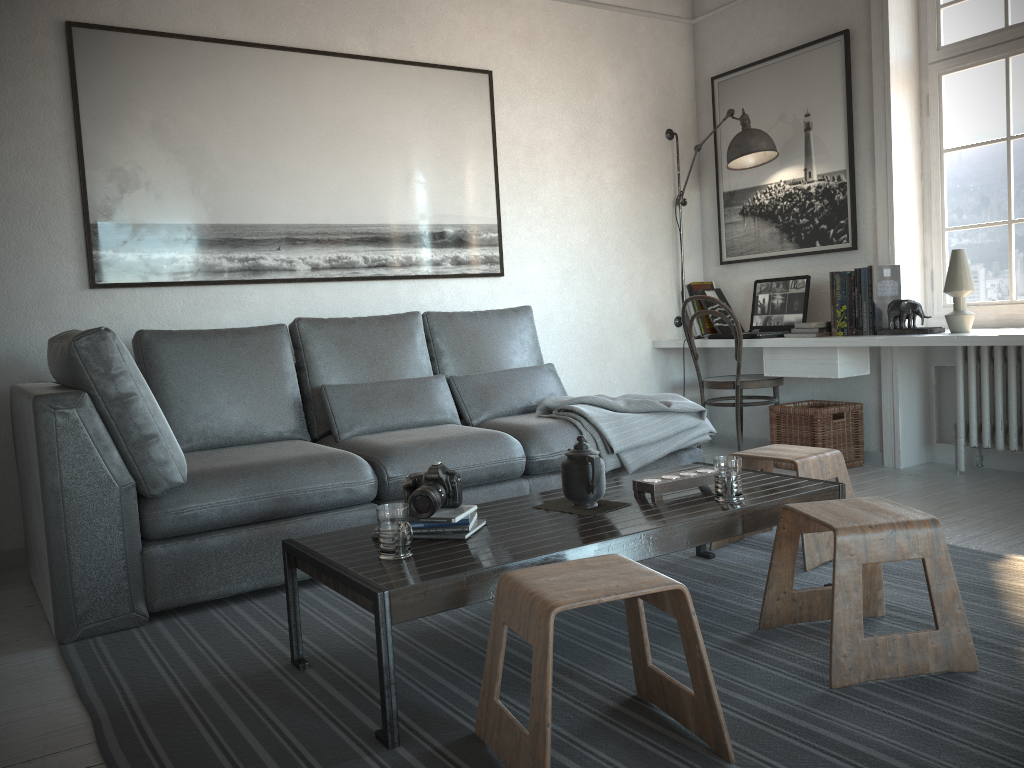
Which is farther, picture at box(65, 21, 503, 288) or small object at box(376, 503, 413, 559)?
picture at box(65, 21, 503, 288)

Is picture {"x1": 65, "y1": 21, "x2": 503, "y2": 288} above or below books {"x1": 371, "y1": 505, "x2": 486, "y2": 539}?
above

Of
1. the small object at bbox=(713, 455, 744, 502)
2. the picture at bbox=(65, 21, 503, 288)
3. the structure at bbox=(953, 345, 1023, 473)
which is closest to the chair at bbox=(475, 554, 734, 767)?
the small object at bbox=(713, 455, 744, 502)

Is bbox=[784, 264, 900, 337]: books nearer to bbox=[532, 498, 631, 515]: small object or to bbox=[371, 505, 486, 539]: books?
bbox=[532, 498, 631, 515]: small object

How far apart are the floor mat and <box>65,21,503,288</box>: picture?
1.5m

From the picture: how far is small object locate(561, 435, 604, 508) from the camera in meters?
2.3 m

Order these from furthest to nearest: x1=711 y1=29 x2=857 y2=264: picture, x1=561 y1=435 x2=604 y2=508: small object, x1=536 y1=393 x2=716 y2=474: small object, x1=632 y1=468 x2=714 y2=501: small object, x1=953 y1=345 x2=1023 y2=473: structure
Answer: x1=711 y1=29 x2=857 y2=264: picture
x1=953 y1=345 x2=1023 y2=473: structure
x1=536 y1=393 x2=716 y2=474: small object
x1=632 y1=468 x2=714 y2=501: small object
x1=561 y1=435 x2=604 y2=508: small object

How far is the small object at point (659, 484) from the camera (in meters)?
2.43

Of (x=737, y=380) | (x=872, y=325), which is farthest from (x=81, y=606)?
(x=872, y=325)

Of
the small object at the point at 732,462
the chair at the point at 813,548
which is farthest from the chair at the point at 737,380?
the small object at the point at 732,462
